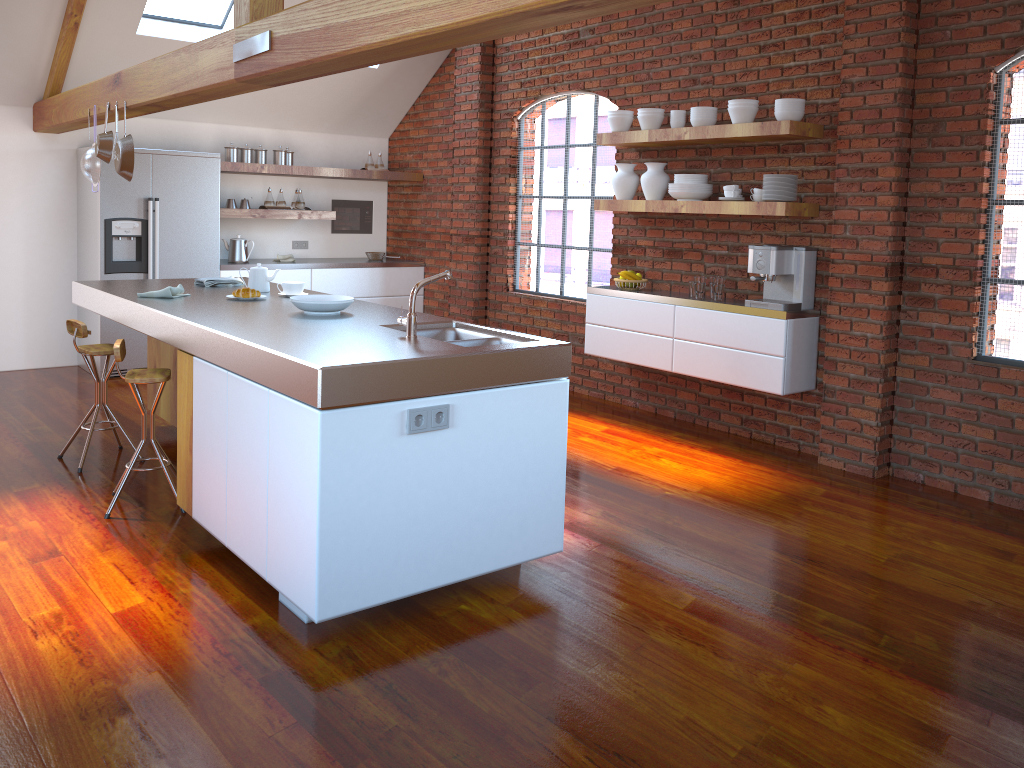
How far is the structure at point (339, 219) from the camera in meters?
8.5

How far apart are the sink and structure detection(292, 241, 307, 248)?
4.95m

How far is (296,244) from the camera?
8.3m

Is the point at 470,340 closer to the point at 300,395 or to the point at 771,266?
the point at 300,395

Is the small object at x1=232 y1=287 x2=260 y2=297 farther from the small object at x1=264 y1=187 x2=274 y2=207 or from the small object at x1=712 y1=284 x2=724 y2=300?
the small object at x1=264 y1=187 x2=274 y2=207

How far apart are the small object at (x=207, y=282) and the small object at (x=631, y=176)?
2.66m

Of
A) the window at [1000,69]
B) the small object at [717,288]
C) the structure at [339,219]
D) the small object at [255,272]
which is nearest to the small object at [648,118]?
the small object at [717,288]

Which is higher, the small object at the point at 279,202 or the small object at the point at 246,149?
the small object at the point at 246,149

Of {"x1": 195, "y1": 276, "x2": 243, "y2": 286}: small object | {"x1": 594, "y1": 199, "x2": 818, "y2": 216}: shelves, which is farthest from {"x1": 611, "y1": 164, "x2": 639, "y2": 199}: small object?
{"x1": 195, "y1": 276, "x2": 243, "y2": 286}: small object

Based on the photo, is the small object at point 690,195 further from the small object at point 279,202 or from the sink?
the small object at point 279,202
